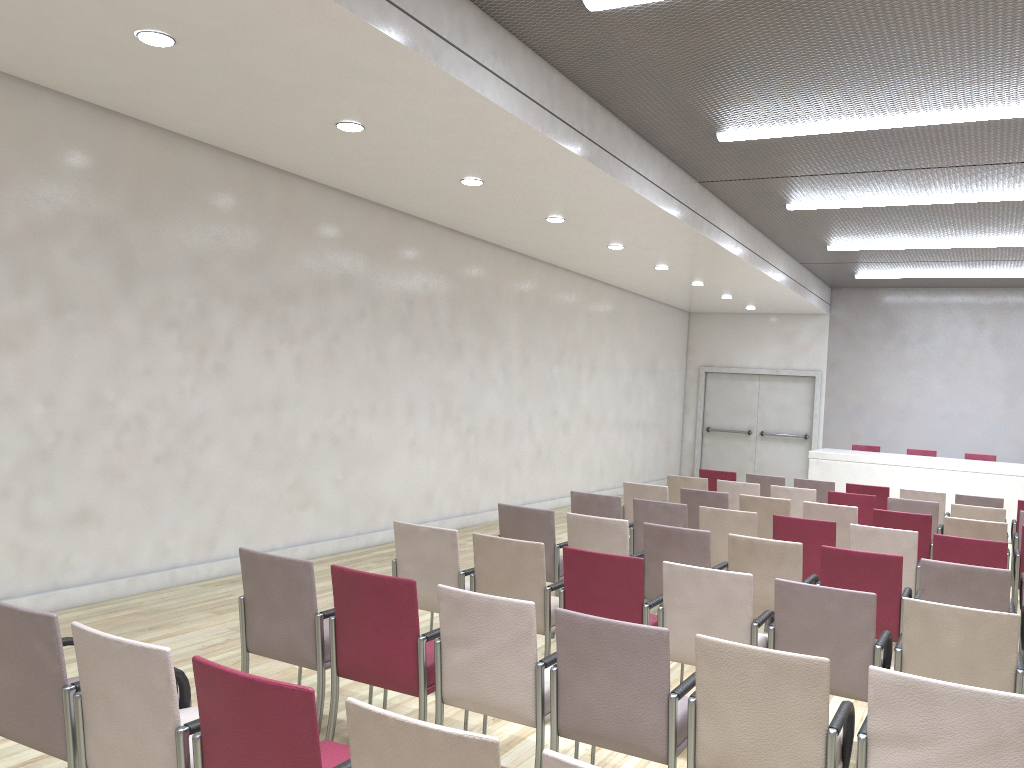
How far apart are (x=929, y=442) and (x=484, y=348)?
9.44m

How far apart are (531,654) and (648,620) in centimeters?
124cm

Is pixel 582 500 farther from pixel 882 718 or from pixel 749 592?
pixel 882 718

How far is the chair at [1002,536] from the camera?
6.95m

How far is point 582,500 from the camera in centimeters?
731cm

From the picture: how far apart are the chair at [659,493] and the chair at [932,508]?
2.20m

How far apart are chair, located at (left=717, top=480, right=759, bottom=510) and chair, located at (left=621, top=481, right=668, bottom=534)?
1.23m

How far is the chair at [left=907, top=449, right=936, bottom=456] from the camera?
14.54m

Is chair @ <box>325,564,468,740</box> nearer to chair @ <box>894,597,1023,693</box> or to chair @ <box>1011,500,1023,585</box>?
chair @ <box>894,597,1023,693</box>

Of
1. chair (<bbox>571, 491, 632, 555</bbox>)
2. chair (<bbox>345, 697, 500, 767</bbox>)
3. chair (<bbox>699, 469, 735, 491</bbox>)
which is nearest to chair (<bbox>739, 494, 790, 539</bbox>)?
chair (<bbox>571, 491, 632, 555</bbox>)
